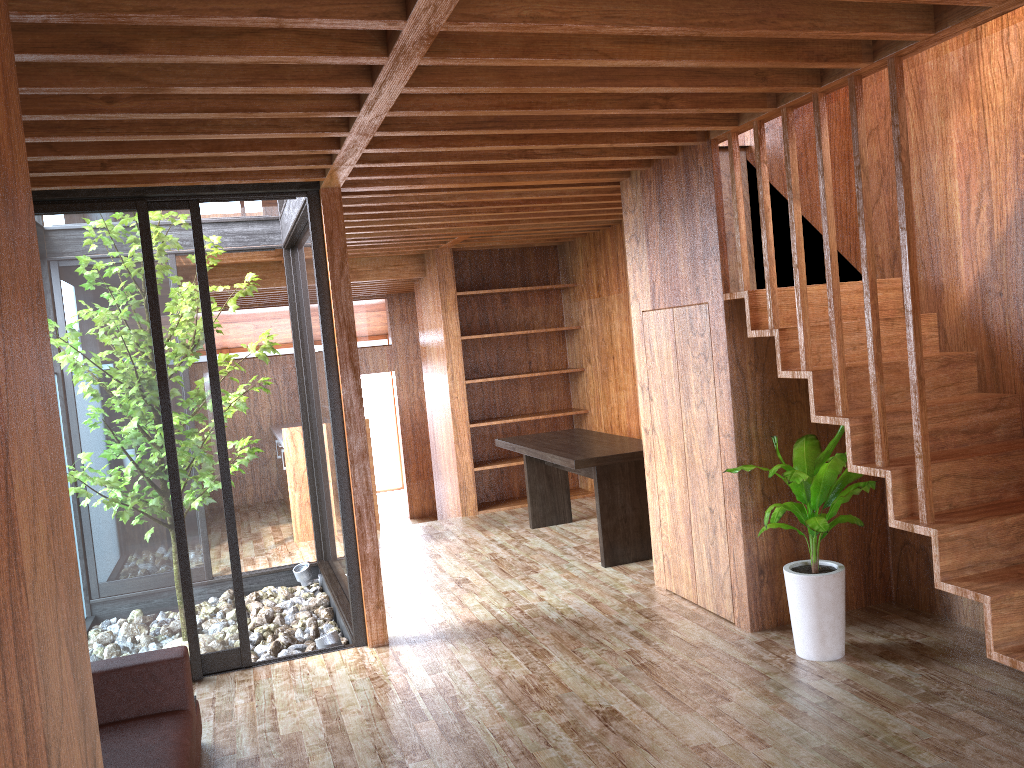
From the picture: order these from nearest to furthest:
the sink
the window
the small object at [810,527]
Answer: the small object at [810,527] < the window < the sink

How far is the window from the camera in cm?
406

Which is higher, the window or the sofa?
the window

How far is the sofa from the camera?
2.7 meters

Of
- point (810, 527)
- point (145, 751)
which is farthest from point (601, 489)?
point (145, 751)

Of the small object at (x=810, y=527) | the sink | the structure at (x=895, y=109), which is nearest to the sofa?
the small object at (x=810, y=527)

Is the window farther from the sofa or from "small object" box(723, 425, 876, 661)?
"small object" box(723, 425, 876, 661)

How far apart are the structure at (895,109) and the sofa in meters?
2.5

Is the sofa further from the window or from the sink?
the sink

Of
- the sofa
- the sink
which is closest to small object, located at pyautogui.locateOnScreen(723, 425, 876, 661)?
the sofa
